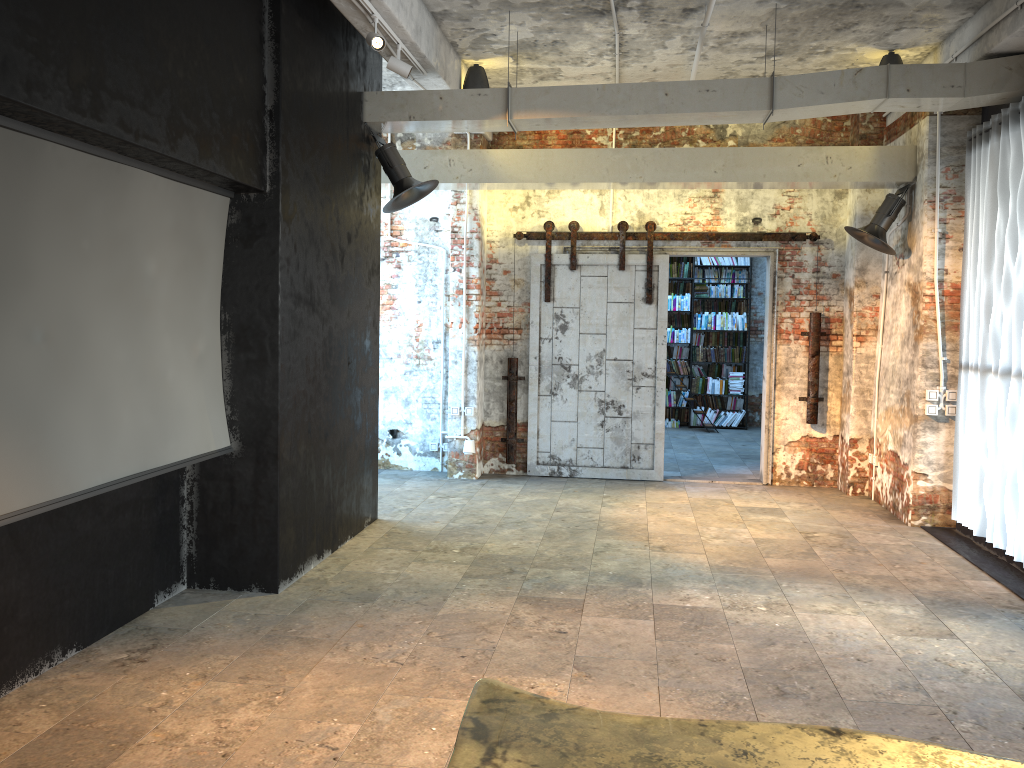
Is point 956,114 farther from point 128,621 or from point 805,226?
point 128,621

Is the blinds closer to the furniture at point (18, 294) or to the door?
the door

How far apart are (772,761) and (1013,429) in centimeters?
520cm

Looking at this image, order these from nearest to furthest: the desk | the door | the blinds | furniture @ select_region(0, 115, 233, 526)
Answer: the desk, furniture @ select_region(0, 115, 233, 526), the blinds, the door

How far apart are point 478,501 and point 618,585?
2.7 meters

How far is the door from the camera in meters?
9.2 m

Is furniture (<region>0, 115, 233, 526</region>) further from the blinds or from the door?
the blinds

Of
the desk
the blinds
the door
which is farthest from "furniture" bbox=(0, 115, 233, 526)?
the blinds

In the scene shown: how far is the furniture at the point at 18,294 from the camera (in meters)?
3.49

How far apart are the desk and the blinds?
4.8m
